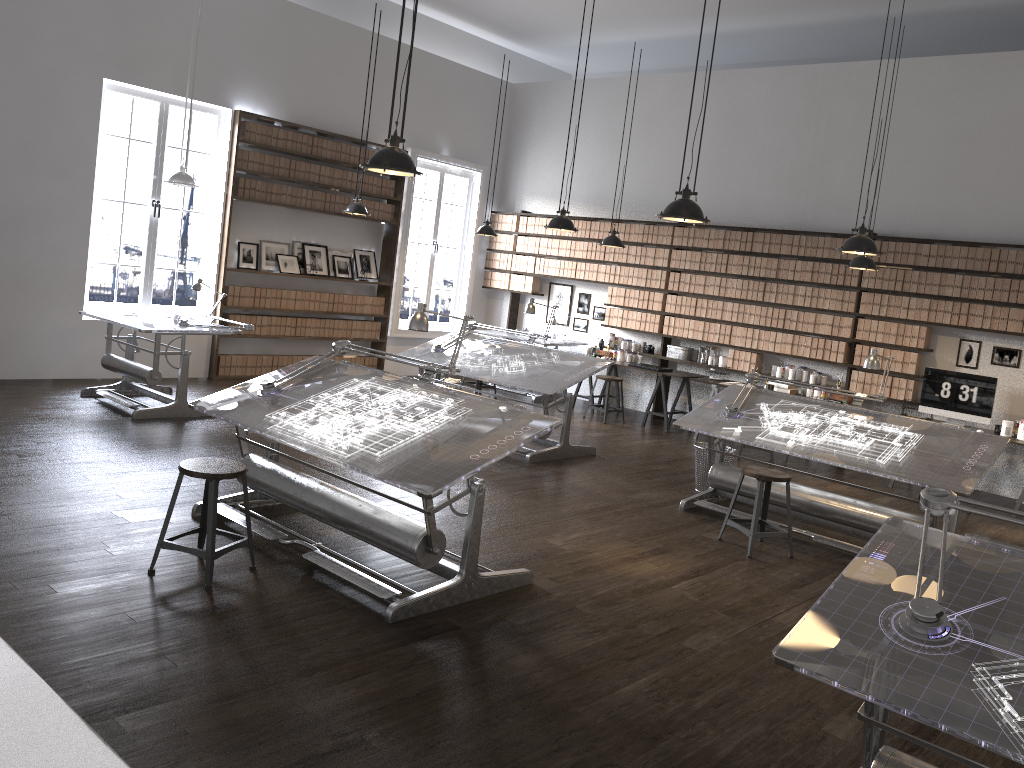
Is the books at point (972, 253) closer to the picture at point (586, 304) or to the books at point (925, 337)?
the books at point (925, 337)

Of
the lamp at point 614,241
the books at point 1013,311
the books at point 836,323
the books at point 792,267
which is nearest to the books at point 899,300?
the books at point 836,323

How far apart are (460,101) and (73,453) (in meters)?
7.74

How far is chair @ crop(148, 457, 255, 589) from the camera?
4.1 meters

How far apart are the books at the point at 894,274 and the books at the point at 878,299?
0.17m

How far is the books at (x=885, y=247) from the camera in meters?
9.1 m

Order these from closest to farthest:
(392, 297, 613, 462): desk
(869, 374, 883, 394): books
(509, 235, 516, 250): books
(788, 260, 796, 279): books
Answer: (392, 297, 613, 462): desk < (869, 374, 883, 394): books < (788, 260, 796, 279): books < (509, 235, 516, 250): books

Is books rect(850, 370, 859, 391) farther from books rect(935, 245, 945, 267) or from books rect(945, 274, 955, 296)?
books rect(935, 245, 945, 267)

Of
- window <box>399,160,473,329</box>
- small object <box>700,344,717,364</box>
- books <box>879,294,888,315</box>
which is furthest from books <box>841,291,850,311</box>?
window <box>399,160,473,329</box>

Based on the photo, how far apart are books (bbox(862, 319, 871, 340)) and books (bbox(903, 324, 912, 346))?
0.4 meters
